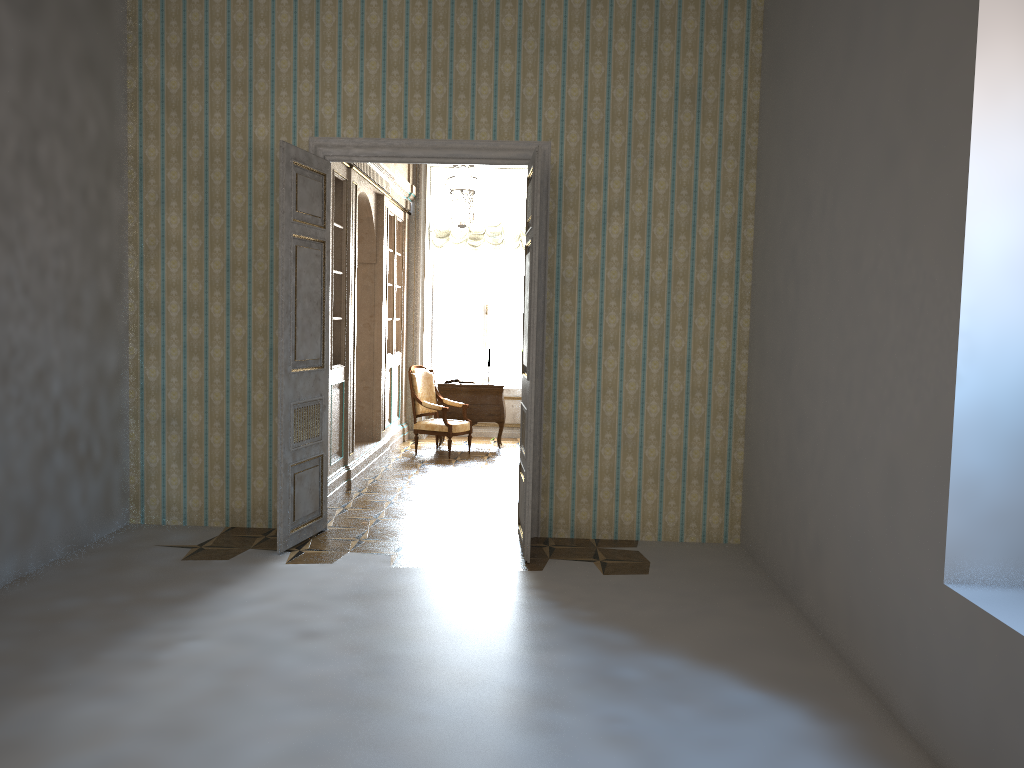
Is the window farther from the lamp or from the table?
the lamp

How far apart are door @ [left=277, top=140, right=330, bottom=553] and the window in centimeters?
578cm

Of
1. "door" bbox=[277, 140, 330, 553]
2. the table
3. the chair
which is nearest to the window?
the table

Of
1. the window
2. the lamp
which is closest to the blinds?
the window

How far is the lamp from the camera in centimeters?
799cm

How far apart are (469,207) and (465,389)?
3.2 meters

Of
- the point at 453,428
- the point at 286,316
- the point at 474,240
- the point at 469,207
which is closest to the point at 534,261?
the point at 286,316

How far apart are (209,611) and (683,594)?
2.6 meters

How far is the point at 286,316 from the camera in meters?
5.7

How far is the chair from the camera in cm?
994
